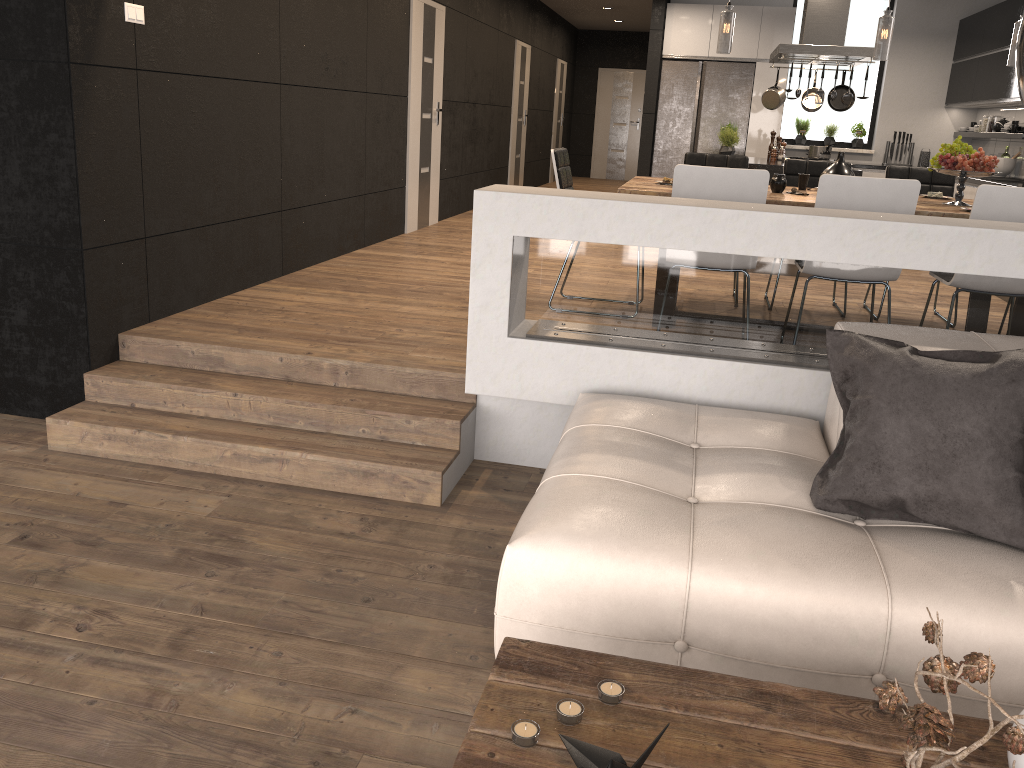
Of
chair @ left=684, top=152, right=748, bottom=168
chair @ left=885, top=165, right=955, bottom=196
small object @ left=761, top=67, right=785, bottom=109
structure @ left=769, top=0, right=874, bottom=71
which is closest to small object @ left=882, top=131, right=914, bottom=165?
structure @ left=769, top=0, right=874, bottom=71

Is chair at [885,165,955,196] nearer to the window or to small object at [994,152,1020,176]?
small object at [994,152,1020,176]

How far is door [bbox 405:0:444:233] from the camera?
7.75m

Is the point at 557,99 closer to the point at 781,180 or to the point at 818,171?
the point at 818,171

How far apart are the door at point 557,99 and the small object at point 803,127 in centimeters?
581cm

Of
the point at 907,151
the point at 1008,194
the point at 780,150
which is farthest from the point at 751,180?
the point at 907,151

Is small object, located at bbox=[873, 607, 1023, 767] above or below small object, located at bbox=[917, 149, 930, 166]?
below

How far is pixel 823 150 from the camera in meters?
8.0

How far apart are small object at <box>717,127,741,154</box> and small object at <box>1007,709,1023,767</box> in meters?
6.9

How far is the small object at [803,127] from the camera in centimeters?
1010cm
